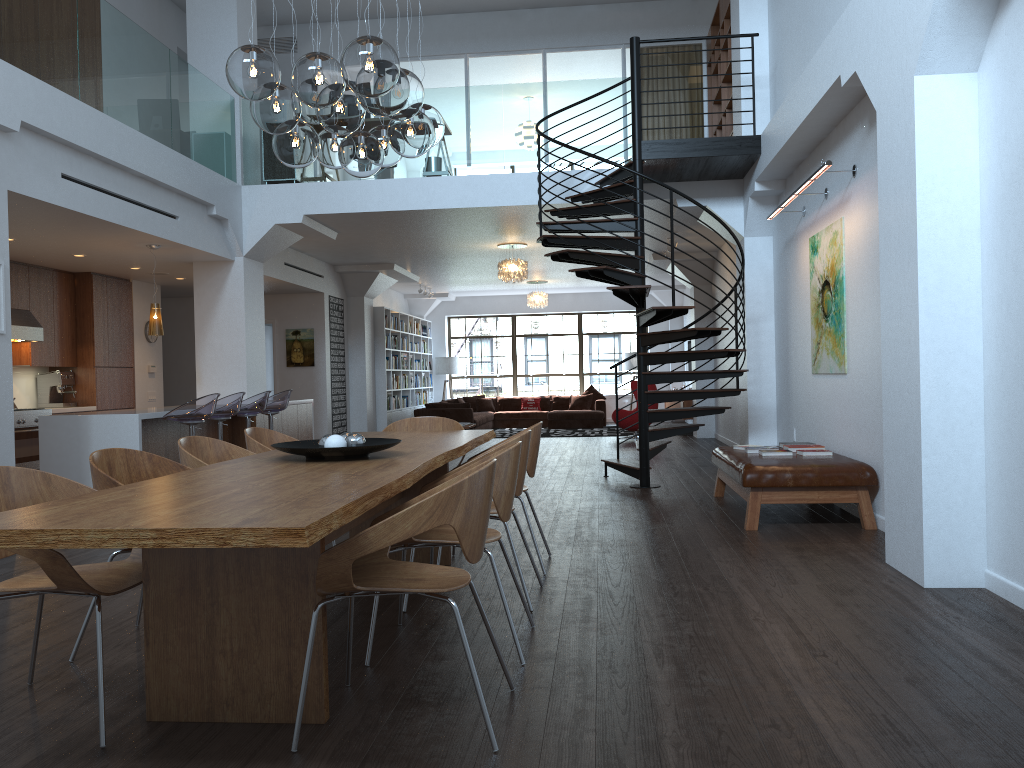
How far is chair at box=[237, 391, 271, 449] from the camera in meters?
8.9

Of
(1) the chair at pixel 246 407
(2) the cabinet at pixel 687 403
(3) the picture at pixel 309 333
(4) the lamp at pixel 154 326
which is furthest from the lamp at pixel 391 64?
(2) the cabinet at pixel 687 403

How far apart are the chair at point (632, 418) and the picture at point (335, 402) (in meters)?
4.67

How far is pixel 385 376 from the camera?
15.9m

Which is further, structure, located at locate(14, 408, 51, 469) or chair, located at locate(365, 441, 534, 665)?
structure, located at locate(14, 408, 51, 469)

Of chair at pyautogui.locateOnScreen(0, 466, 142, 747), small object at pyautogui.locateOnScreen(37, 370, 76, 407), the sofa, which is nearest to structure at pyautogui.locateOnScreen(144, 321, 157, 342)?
small object at pyautogui.locateOnScreen(37, 370, 76, 407)

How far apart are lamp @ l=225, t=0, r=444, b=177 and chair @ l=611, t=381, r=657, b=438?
10.13m

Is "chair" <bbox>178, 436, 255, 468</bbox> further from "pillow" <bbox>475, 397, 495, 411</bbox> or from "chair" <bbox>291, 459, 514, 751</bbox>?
"pillow" <bbox>475, 397, 495, 411</bbox>

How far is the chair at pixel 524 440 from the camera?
4.3m

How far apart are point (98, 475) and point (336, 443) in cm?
96
